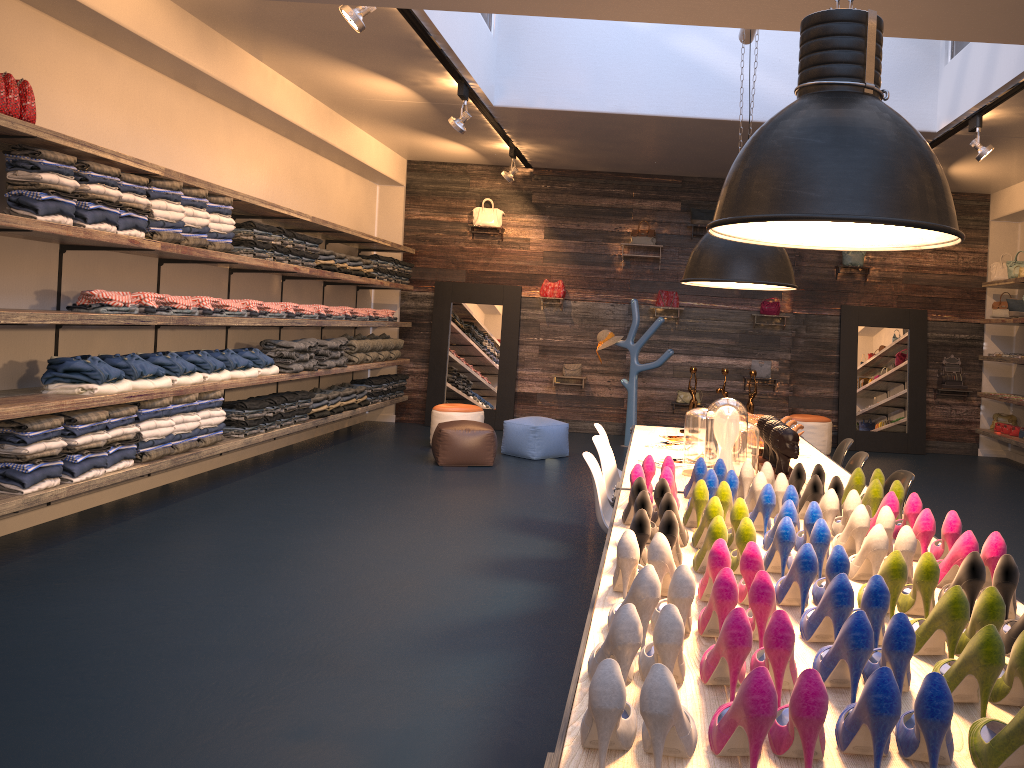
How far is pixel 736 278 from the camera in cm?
464

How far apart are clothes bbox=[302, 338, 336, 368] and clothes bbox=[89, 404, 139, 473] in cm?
307

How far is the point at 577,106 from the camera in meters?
8.3 m

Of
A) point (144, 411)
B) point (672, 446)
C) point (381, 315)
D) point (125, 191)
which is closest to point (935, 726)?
point (672, 446)

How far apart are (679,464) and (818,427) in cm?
633

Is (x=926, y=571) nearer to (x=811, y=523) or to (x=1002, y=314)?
(x=811, y=523)

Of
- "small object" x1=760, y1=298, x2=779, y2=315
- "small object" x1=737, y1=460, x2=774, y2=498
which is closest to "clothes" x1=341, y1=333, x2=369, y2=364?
"small object" x1=760, y1=298, x2=779, y2=315

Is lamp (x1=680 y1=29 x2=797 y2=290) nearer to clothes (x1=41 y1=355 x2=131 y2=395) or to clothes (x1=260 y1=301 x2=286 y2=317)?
clothes (x1=41 y1=355 x2=131 y2=395)

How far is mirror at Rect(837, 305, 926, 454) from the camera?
10.9m

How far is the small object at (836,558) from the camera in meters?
2.1 m
